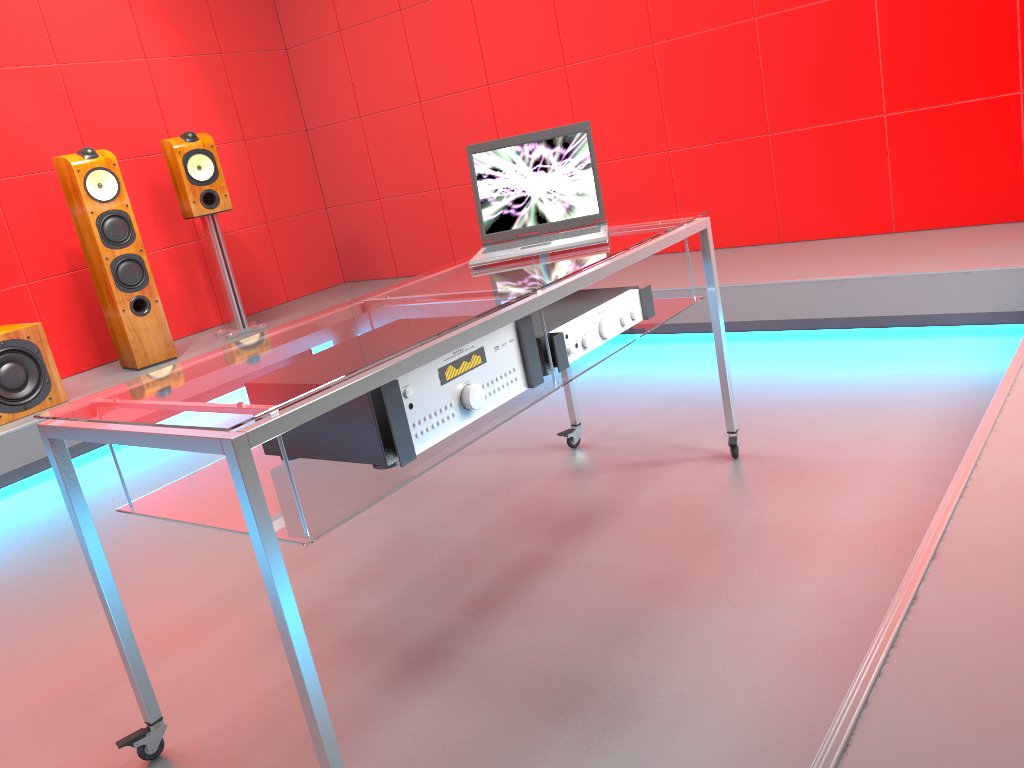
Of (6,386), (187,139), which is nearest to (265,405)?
(6,386)

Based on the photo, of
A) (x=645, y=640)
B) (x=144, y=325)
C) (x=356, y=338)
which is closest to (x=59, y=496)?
(x=144, y=325)

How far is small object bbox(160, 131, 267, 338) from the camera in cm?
444

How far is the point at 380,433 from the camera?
1.5 meters

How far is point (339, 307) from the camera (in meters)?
1.99

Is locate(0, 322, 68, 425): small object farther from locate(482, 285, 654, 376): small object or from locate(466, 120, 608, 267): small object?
locate(482, 285, 654, 376): small object

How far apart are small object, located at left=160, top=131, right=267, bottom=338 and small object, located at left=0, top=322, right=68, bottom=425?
1.0 meters

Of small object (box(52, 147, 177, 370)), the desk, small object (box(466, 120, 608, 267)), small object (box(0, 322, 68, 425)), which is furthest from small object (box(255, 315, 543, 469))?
small object (box(52, 147, 177, 370))

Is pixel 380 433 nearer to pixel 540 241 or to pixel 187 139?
pixel 540 241

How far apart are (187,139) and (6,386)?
1.5 meters
